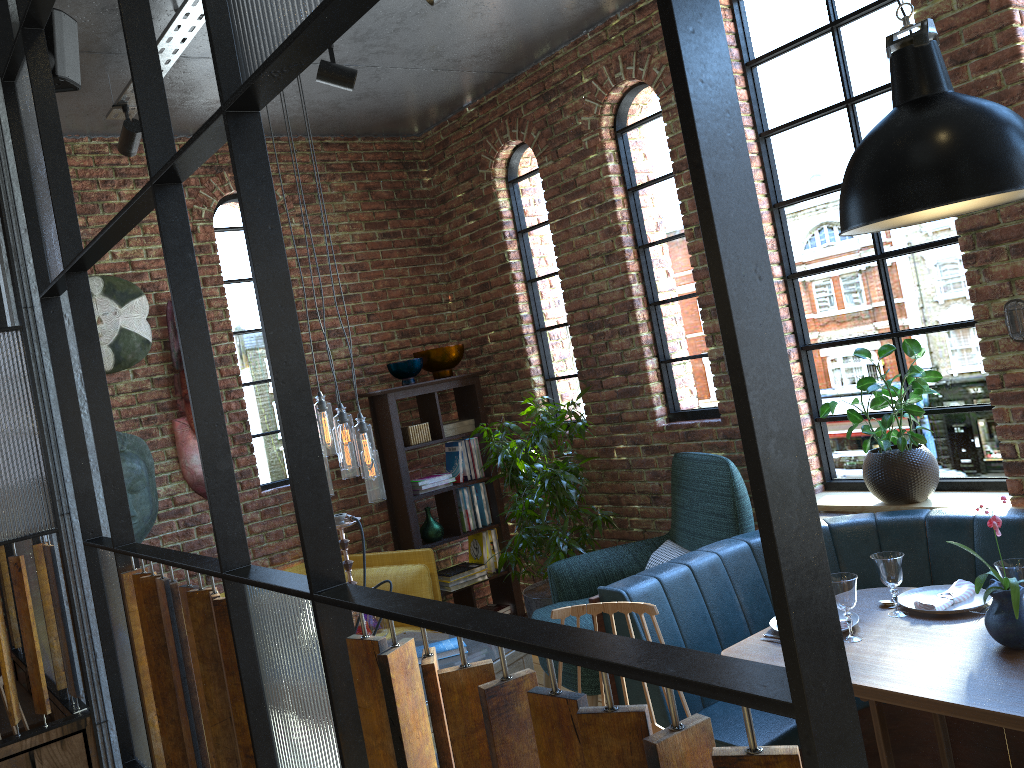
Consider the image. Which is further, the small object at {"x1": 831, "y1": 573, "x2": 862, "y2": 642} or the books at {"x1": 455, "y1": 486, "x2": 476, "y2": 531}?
the books at {"x1": 455, "y1": 486, "x2": 476, "y2": 531}

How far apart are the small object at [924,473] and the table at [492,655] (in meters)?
1.64

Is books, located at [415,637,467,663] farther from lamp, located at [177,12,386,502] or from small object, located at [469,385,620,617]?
small object, located at [469,385,620,617]

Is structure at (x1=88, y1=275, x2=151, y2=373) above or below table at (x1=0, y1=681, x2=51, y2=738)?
above

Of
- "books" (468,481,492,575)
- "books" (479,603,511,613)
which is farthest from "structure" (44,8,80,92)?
"books" (479,603,511,613)

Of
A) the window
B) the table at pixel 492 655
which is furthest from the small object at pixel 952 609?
the table at pixel 492 655

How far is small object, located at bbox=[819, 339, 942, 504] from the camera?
3.66m

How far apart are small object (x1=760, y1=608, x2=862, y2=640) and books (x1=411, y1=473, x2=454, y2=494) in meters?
2.7 m

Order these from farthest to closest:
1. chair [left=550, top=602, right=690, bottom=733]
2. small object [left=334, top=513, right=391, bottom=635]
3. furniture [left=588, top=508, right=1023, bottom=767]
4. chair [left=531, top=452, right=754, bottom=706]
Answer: chair [left=531, top=452, right=754, bottom=706] < small object [left=334, top=513, right=391, bottom=635] < furniture [left=588, top=508, right=1023, bottom=767] < chair [left=550, top=602, right=690, bottom=733]

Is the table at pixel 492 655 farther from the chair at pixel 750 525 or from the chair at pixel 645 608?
the chair at pixel 645 608
